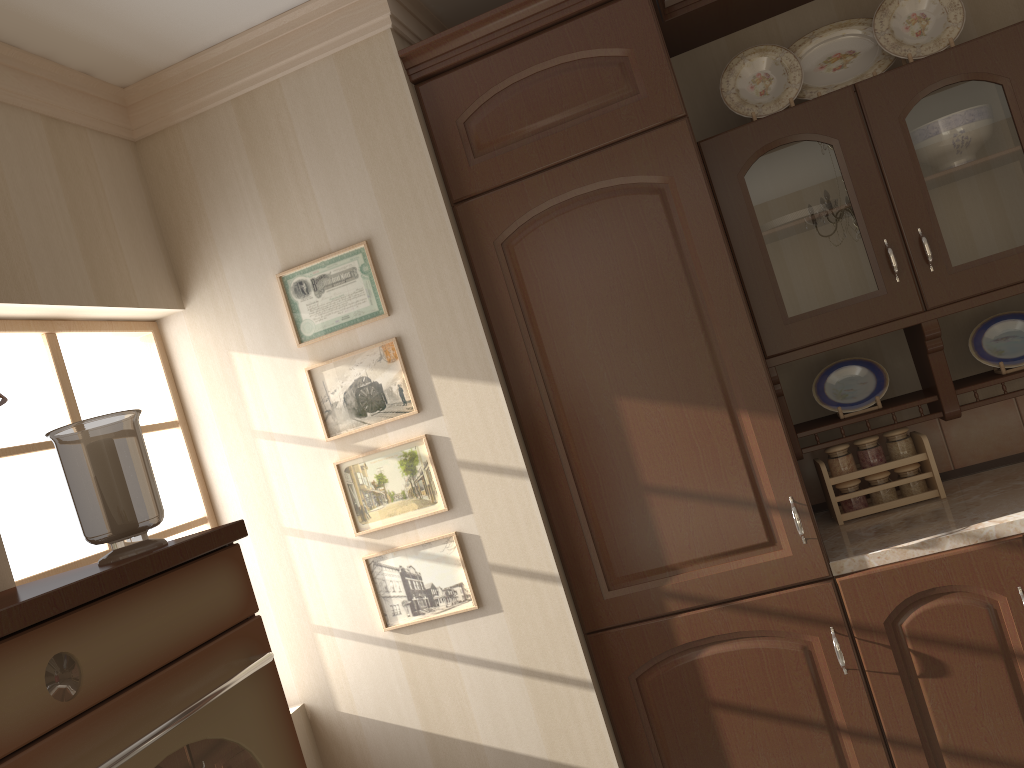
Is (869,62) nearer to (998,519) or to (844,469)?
(844,469)

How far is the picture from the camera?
2.2m

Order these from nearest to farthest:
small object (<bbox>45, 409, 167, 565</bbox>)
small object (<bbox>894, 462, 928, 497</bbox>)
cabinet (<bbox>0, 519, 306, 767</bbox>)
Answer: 1. cabinet (<bbox>0, 519, 306, 767</bbox>)
2. small object (<bbox>45, 409, 167, 565</bbox>)
3. small object (<bbox>894, 462, 928, 497</bbox>)

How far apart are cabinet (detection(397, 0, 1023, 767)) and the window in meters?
0.9

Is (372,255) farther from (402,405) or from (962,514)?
(962,514)

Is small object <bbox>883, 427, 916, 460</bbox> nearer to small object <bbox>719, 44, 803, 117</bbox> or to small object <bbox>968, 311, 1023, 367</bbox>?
small object <bbox>968, 311, 1023, 367</bbox>

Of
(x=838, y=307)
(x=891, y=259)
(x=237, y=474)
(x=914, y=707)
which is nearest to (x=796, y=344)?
(x=838, y=307)

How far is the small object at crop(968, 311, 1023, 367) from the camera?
2.3m

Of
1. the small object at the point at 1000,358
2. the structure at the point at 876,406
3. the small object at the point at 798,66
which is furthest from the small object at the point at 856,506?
the small object at the point at 798,66

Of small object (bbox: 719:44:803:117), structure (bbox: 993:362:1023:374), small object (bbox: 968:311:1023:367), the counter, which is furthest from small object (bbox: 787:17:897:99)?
→ the counter
